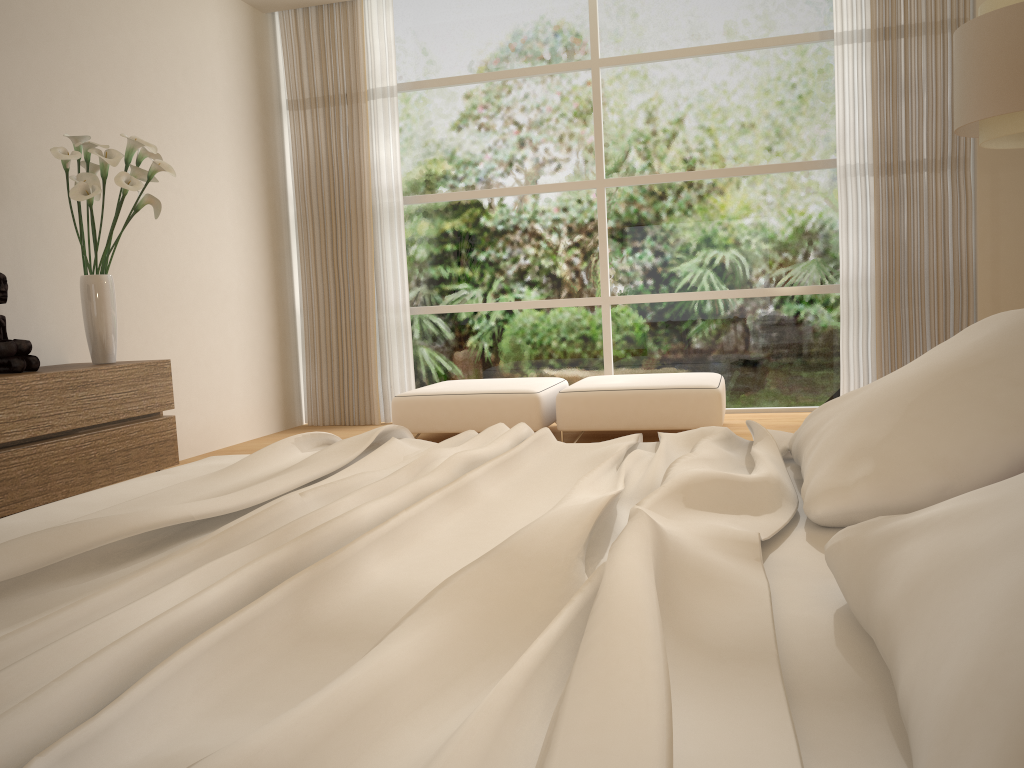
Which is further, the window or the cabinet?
the window

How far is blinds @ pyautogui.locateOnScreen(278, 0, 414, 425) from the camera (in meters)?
6.52

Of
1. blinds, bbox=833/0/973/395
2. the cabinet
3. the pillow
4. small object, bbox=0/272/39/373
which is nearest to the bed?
the pillow

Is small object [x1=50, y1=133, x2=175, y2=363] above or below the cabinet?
above

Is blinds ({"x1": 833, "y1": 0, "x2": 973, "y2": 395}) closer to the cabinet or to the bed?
the bed

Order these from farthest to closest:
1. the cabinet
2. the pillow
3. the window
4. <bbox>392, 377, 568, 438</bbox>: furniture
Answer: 1. the window
2. <bbox>392, 377, 568, 438</bbox>: furniture
3. the cabinet
4. the pillow

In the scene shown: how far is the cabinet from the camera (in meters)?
3.49

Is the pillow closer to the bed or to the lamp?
the bed

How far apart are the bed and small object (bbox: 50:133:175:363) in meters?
2.0 m

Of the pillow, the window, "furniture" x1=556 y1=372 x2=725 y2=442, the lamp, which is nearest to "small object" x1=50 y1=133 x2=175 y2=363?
"furniture" x1=556 y1=372 x2=725 y2=442
